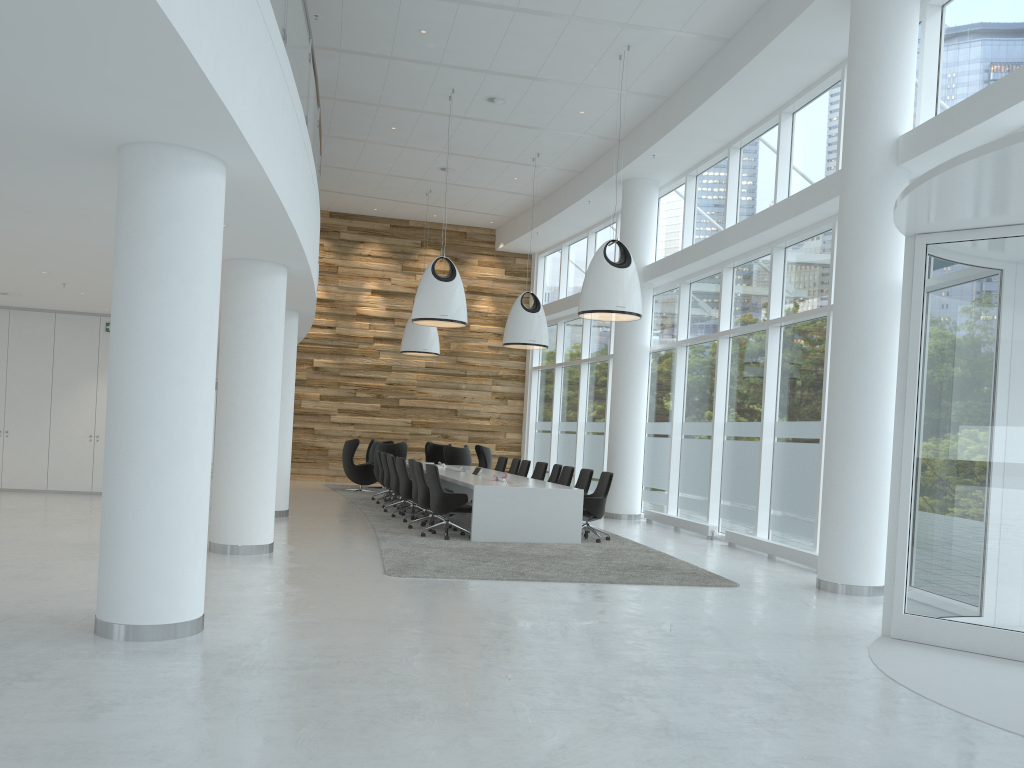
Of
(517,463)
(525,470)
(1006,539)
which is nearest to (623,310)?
(525,470)

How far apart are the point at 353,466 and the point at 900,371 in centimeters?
1374cm

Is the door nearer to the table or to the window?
the window

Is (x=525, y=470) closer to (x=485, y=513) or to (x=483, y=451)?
(x=483, y=451)

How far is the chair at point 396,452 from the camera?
18.2m

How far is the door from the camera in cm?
640

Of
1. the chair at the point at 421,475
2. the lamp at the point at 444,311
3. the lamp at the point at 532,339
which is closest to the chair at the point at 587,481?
the chair at the point at 421,475

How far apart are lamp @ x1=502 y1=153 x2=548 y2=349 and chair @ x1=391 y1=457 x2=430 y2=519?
3.7m

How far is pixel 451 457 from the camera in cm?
1844

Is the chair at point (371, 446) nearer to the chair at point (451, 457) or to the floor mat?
the floor mat
